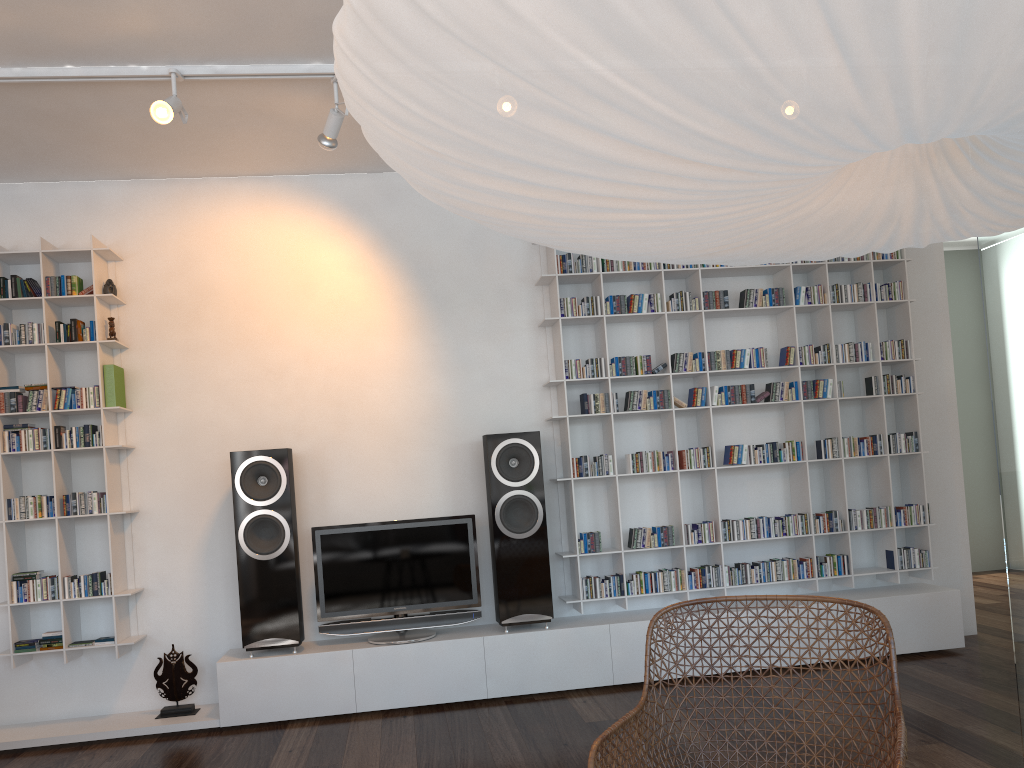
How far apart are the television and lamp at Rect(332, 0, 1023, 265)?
3.16m

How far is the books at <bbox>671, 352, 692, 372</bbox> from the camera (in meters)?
4.73

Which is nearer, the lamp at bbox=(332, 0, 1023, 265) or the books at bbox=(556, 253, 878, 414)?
the lamp at bbox=(332, 0, 1023, 265)

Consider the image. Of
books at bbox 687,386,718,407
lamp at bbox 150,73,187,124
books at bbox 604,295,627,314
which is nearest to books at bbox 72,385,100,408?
lamp at bbox 150,73,187,124

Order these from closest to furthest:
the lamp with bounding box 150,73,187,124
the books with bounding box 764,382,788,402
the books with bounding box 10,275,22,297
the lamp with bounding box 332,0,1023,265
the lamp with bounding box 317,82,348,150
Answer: the lamp with bounding box 332,0,1023,265
the lamp with bounding box 150,73,187,124
the lamp with bounding box 317,82,348,150
the books with bounding box 10,275,22,297
the books with bounding box 764,382,788,402

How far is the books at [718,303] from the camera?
4.80m

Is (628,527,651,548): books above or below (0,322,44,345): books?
below

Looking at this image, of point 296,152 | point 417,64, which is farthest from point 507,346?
point 417,64

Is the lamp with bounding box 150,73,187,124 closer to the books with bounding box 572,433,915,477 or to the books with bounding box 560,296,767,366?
the books with bounding box 560,296,767,366

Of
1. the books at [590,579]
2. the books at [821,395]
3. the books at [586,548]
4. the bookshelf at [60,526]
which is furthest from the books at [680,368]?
the bookshelf at [60,526]
